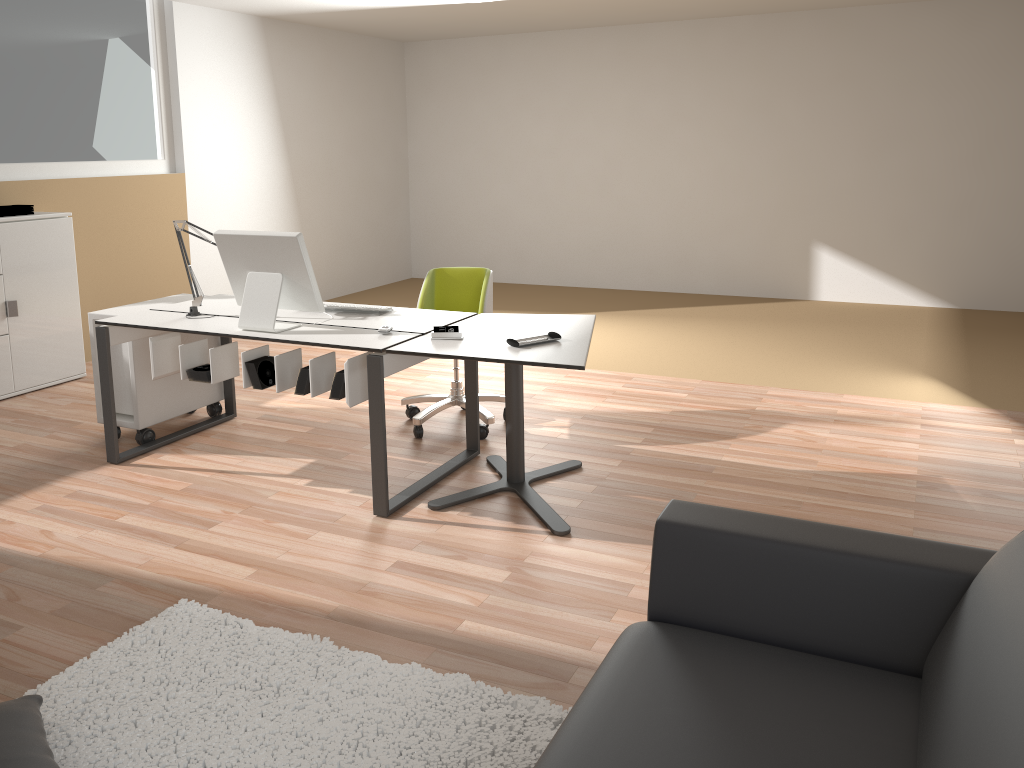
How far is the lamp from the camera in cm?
417

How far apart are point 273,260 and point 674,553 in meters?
2.4 m

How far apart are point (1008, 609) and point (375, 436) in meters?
2.5 m

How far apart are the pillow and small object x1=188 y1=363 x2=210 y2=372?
1.89m

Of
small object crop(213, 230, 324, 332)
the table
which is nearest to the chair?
the table

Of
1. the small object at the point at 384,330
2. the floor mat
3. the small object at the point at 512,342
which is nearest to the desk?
the small object at the point at 384,330

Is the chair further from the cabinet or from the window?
the window

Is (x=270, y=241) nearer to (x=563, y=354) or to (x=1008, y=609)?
(x=563, y=354)

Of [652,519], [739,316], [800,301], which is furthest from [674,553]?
[800,301]

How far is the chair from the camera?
4.53m
